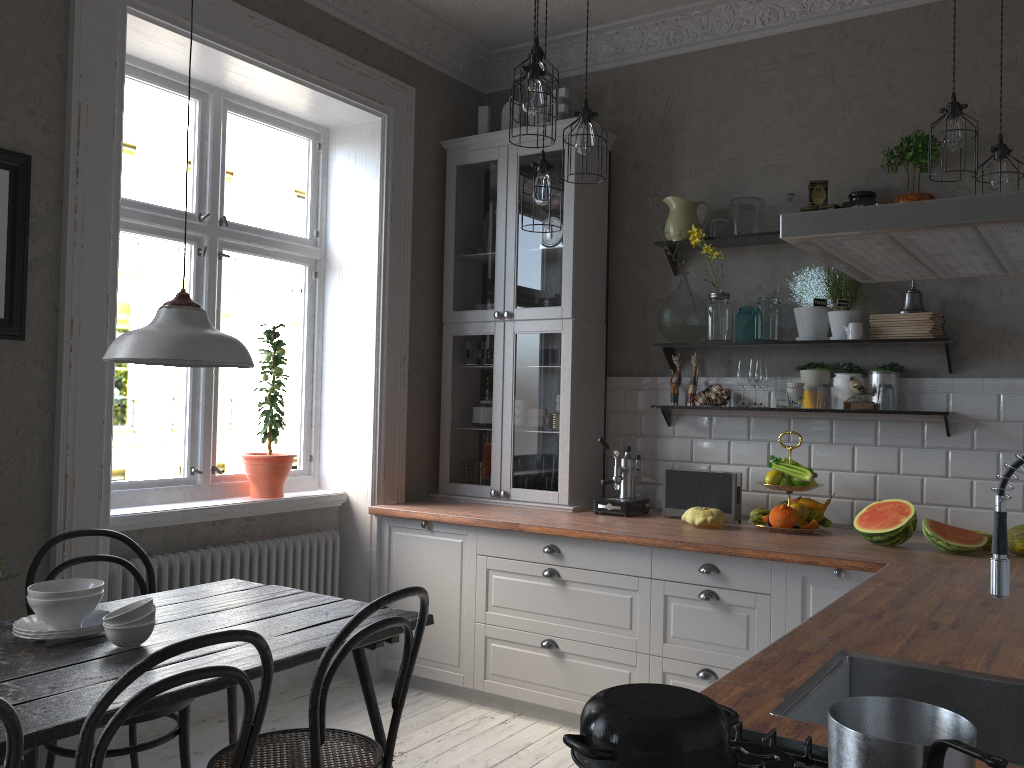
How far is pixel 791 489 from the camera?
3.65m

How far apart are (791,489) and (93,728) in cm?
280

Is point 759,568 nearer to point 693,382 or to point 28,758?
point 693,382

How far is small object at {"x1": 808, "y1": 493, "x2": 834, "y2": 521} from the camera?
3.7m

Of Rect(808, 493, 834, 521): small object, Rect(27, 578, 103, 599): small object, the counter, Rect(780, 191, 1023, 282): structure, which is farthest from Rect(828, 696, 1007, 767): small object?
Rect(808, 493, 834, 521): small object

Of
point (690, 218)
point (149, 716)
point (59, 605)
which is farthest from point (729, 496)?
point (59, 605)

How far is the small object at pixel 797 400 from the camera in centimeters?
382cm

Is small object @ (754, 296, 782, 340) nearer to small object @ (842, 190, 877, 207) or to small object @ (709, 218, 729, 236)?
small object @ (709, 218, 729, 236)

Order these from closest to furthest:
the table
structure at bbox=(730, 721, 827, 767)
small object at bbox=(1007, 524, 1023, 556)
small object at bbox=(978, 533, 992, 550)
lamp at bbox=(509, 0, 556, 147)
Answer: structure at bbox=(730, 721, 827, 767) → the table → lamp at bbox=(509, 0, 556, 147) → small object at bbox=(1007, 524, 1023, 556) → small object at bbox=(978, 533, 992, 550)

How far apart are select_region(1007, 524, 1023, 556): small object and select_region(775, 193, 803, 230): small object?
1.6m
